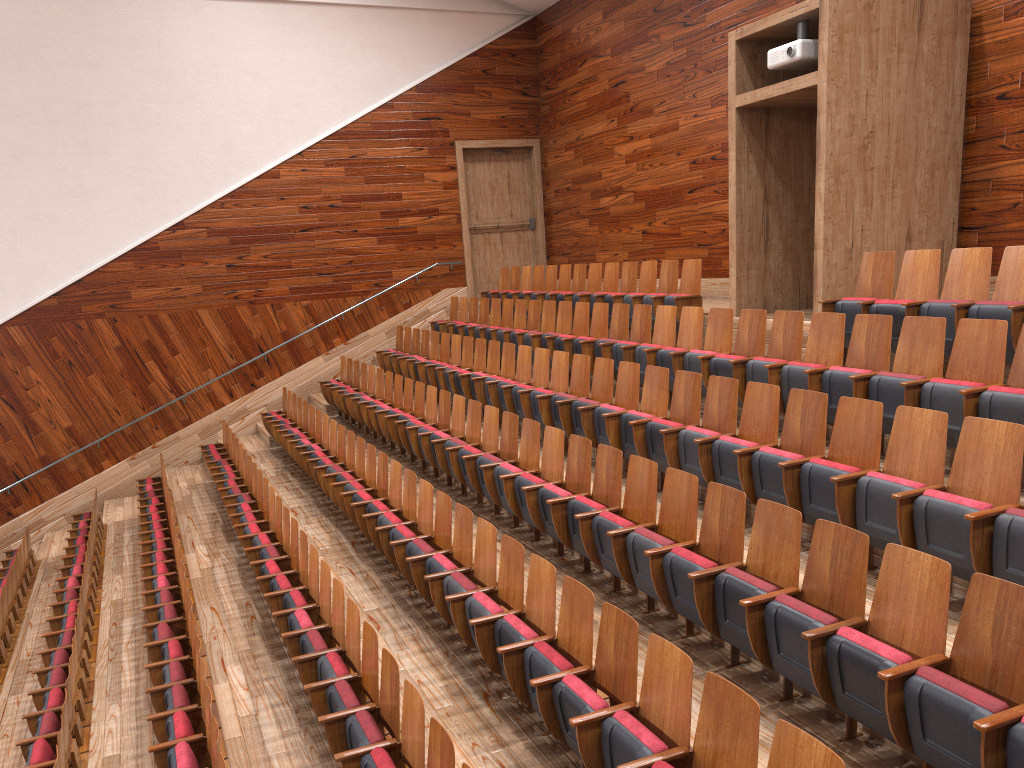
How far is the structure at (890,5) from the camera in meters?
0.7

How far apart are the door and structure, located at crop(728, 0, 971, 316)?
0.7 meters

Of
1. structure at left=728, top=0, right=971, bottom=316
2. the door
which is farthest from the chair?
the door

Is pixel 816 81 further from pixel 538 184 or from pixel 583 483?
pixel 538 184

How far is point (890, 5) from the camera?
0.67m

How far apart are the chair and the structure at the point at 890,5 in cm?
4

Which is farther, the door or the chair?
the door

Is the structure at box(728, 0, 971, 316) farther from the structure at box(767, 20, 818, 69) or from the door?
the door

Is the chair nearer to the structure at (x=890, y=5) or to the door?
the structure at (x=890, y=5)

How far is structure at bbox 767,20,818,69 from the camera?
0.7m
